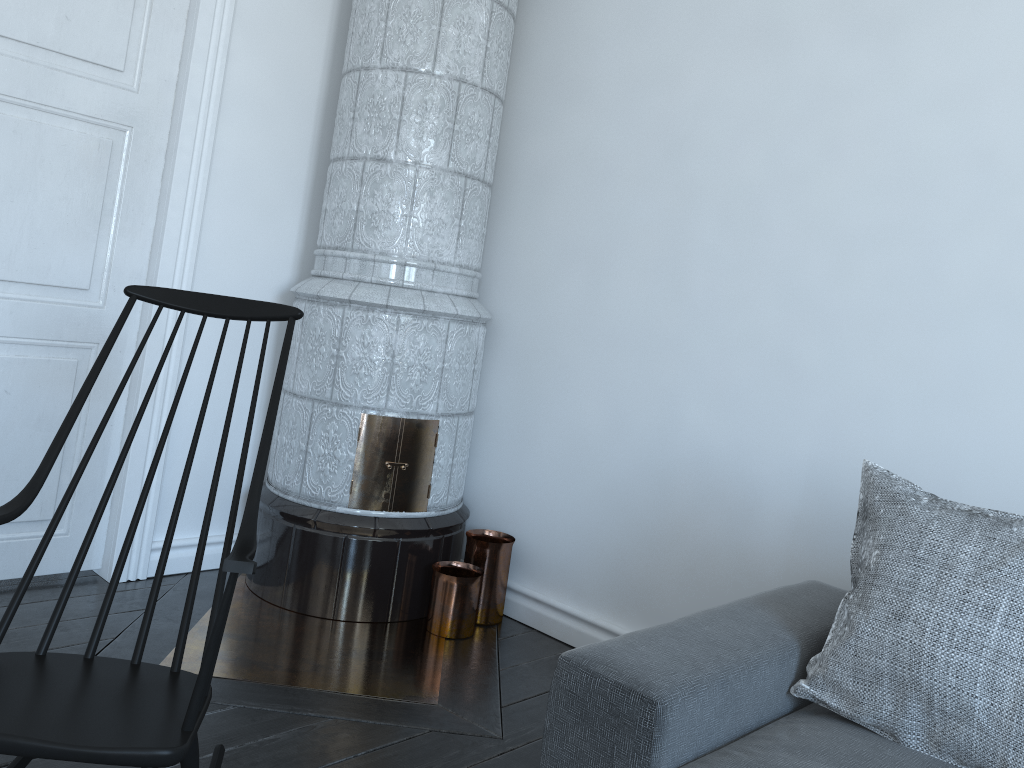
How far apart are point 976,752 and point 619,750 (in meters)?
0.62

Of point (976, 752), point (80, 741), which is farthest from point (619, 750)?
point (80, 741)

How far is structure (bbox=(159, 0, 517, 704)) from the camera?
2.8 meters

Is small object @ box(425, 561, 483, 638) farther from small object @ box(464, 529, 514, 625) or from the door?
the door

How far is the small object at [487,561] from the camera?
3.06m

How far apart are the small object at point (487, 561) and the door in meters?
1.1

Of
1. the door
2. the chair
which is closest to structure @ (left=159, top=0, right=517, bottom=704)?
the door

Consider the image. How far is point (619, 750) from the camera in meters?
1.5 m

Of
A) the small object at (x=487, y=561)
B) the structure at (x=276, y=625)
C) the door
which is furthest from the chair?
the small object at (x=487, y=561)

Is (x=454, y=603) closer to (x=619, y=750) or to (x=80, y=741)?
(x=619, y=750)
